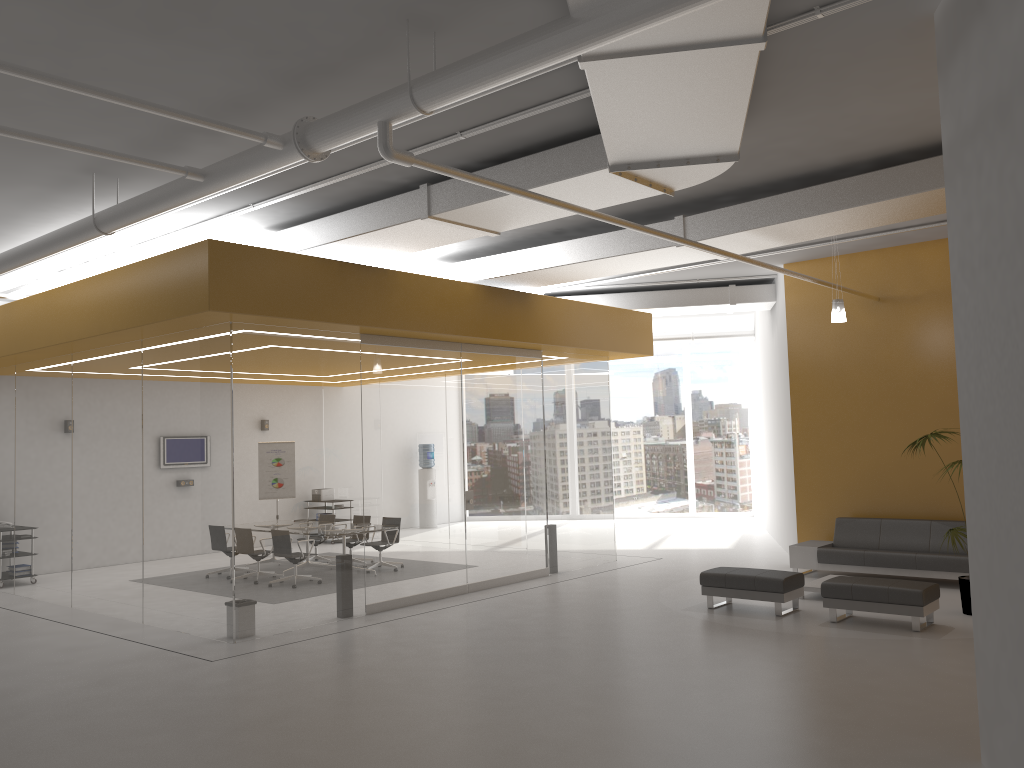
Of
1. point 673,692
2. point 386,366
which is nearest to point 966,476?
point 673,692

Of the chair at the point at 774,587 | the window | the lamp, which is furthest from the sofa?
the window

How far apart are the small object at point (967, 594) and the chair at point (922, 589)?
0.6m

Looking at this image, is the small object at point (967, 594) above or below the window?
below

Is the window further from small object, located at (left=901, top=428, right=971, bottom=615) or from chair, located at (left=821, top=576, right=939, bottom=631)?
chair, located at (left=821, top=576, right=939, bottom=631)

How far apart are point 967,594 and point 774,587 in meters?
2.0 m

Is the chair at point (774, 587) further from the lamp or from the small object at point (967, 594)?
the lamp

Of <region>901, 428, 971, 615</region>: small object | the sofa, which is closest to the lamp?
<region>901, 428, 971, 615</region>: small object

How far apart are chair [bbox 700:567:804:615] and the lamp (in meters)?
3.11

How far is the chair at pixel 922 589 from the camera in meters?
8.6 m
